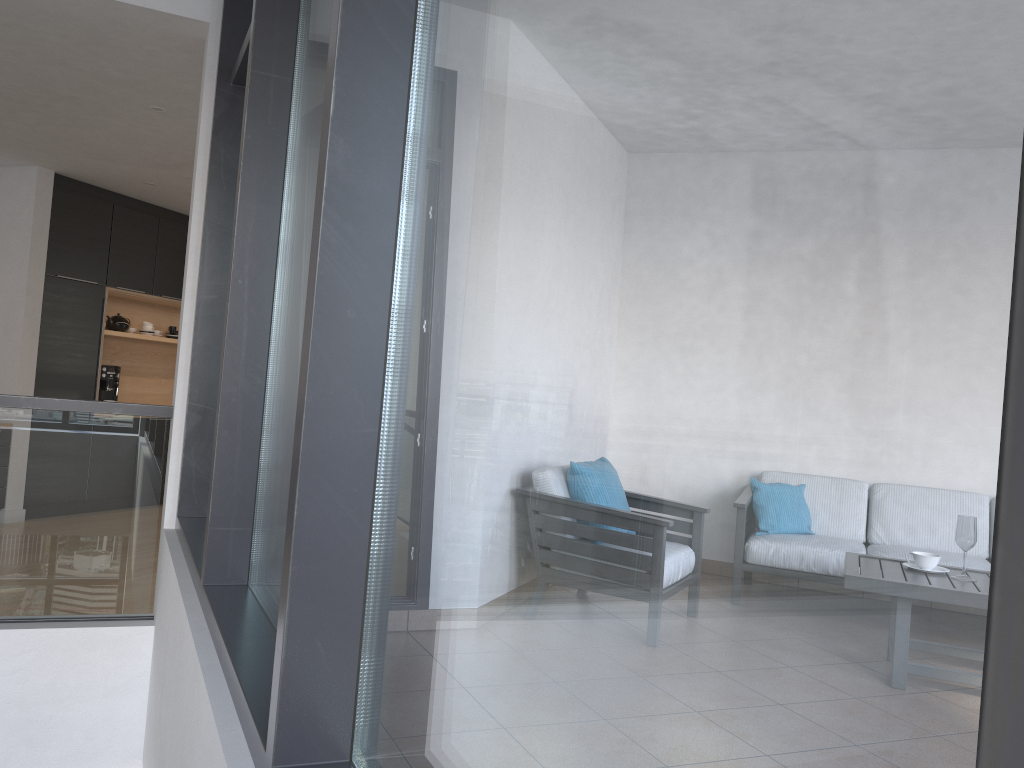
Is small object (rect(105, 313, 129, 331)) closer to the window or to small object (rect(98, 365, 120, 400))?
small object (rect(98, 365, 120, 400))

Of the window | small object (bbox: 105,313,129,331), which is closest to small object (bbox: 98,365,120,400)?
small object (bbox: 105,313,129,331)

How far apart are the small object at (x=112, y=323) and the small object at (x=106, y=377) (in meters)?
0.51

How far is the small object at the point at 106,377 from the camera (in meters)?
7.59

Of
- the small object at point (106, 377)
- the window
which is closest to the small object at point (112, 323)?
the small object at point (106, 377)

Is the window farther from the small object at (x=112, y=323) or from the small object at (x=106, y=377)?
the small object at (x=112, y=323)

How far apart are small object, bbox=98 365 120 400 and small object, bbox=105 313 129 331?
0.51m

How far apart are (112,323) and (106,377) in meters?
0.6

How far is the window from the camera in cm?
46

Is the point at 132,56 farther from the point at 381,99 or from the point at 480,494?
the point at 480,494
